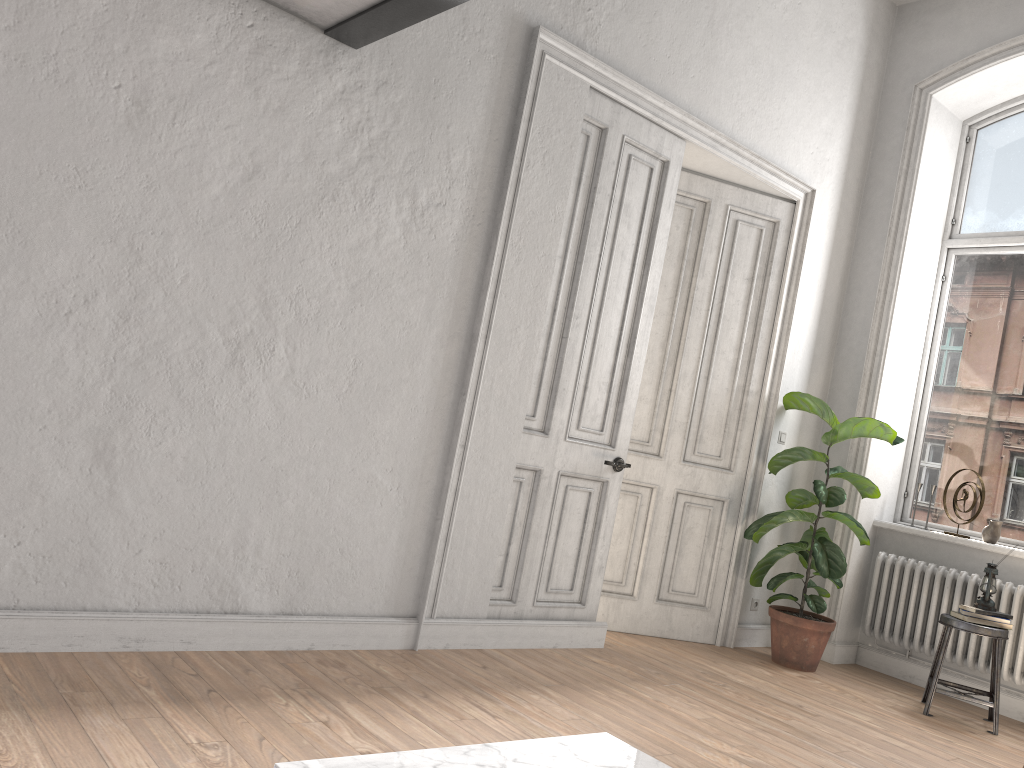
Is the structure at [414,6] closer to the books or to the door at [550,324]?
the door at [550,324]

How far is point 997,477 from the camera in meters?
5.5

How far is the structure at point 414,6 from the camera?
3.1m

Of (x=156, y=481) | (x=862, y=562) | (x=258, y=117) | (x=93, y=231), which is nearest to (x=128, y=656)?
(x=156, y=481)

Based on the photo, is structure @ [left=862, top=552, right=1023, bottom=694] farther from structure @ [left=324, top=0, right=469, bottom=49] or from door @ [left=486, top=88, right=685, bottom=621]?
structure @ [left=324, top=0, right=469, bottom=49]

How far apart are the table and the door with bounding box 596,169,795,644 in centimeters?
323cm

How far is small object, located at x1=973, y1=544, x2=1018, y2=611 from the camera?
4.76m

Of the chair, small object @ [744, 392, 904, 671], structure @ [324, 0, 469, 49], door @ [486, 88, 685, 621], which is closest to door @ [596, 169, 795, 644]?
small object @ [744, 392, 904, 671]

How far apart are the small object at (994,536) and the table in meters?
4.2 m

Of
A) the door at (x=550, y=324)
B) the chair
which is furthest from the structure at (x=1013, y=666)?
the door at (x=550, y=324)
